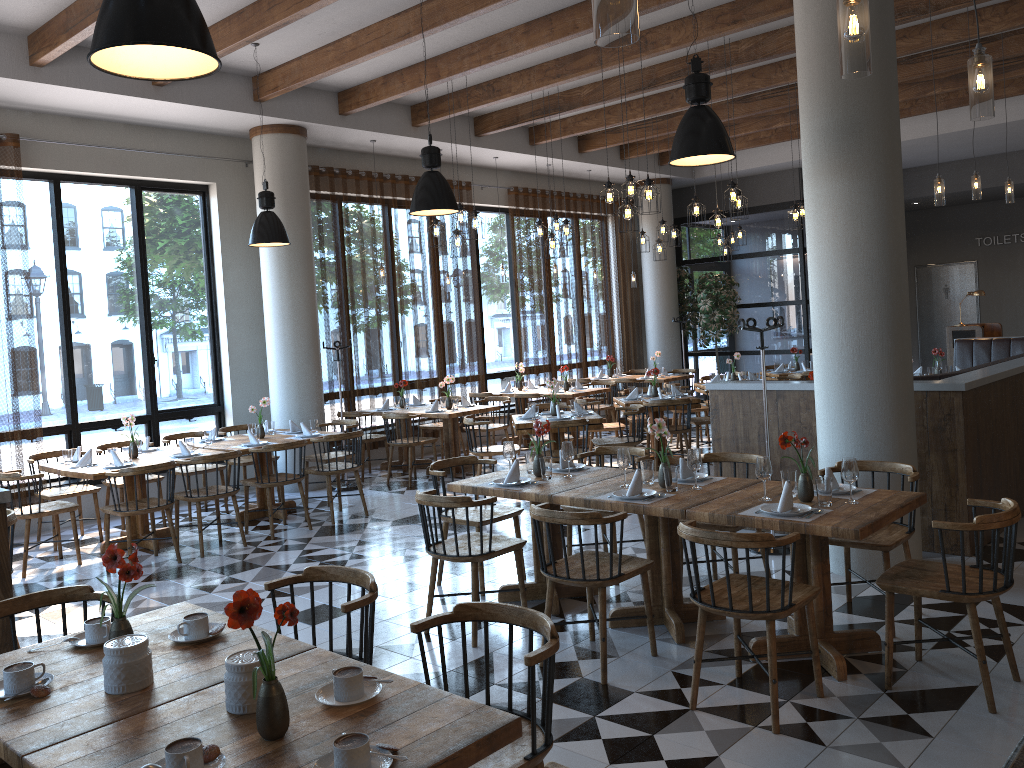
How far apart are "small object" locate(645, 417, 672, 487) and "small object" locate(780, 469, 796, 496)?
0.69m

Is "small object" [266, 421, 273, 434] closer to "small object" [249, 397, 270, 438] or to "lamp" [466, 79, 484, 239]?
"small object" [249, 397, 270, 438]

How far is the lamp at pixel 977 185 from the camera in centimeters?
806cm

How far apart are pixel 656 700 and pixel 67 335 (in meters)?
7.40

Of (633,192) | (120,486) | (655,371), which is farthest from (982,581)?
(120,486)

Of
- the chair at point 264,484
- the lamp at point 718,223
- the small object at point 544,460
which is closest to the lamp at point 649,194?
the lamp at point 718,223

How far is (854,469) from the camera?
4.23m

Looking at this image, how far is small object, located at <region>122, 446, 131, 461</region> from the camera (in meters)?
7.44

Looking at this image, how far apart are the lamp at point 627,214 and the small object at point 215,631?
5.6 meters

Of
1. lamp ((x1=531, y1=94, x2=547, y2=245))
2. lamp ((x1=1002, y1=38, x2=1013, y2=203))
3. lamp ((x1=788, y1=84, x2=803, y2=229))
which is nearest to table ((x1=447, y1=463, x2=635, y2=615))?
lamp ((x1=531, y1=94, x2=547, y2=245))
